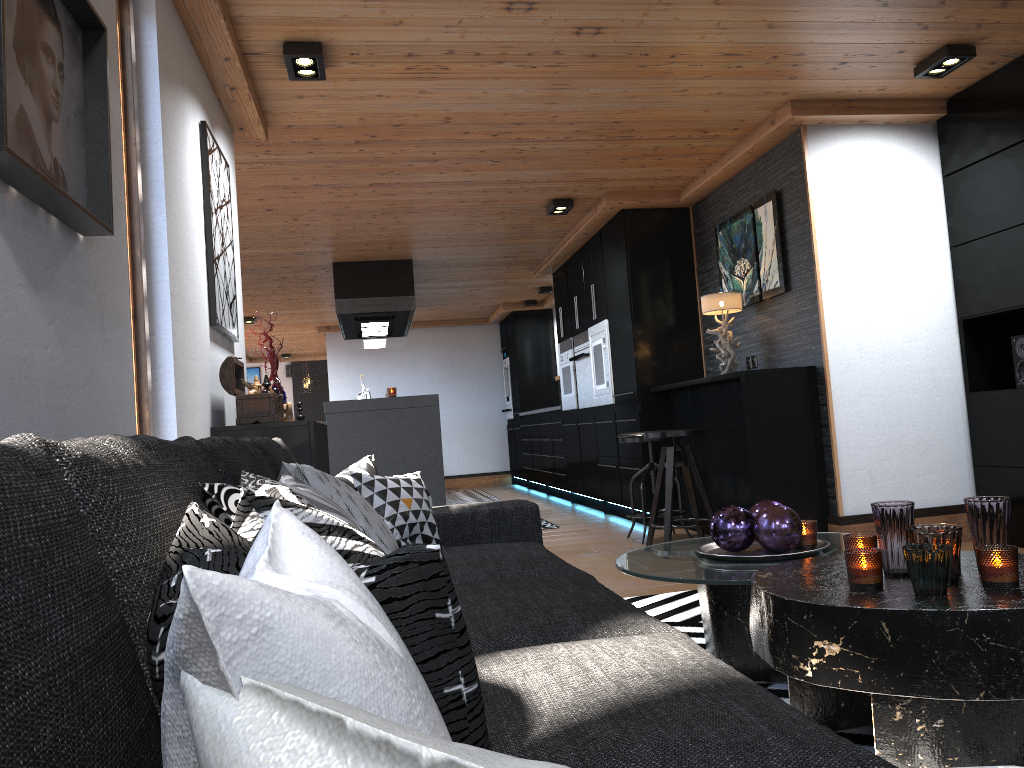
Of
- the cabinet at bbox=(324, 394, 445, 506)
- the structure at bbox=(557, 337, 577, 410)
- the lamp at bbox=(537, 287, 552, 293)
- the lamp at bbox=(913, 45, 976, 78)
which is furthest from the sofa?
the lamp at bbox=(537, 287, 552, 293)

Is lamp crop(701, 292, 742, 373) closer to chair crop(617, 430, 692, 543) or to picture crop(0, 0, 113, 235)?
chair crop(617, 430, 692, 543)

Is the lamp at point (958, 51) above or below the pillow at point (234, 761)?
above

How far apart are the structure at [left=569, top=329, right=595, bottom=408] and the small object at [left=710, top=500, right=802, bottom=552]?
4.9m

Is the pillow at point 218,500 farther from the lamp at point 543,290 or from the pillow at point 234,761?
the lamp at point 543,290

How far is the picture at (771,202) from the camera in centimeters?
511cm

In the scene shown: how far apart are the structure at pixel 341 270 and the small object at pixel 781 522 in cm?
560

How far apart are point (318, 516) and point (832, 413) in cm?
420

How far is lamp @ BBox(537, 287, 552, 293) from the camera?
10.2m

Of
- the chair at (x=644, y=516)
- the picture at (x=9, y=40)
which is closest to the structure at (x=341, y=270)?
the chair at (x=644, y=516)
